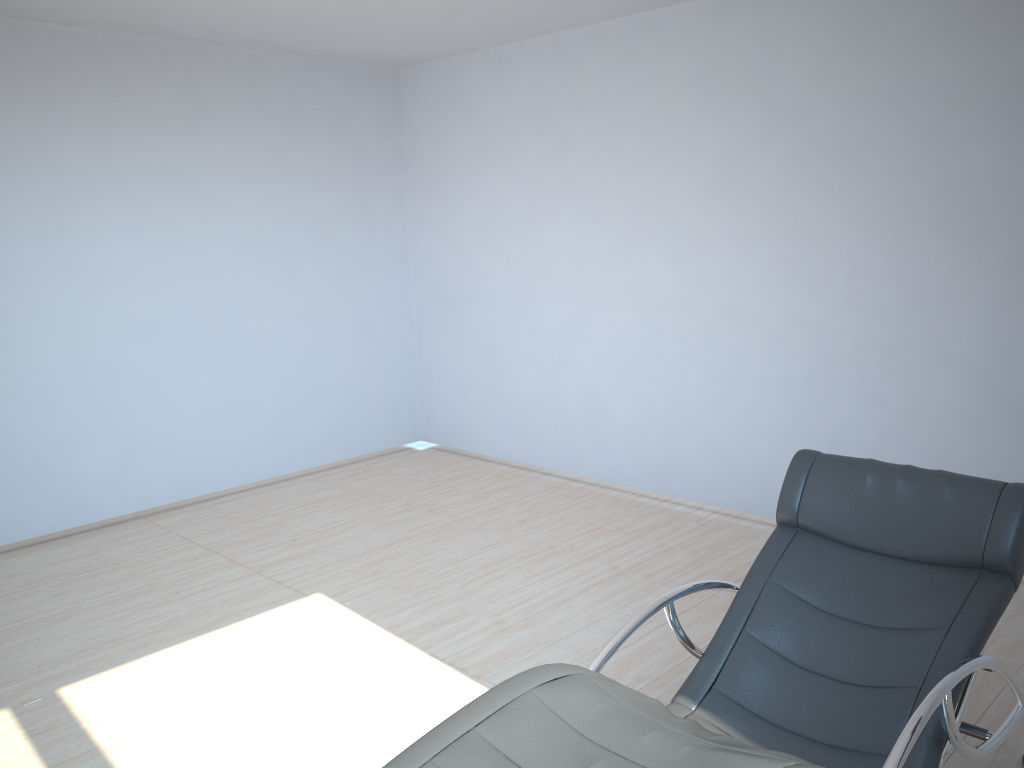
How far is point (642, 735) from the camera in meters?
1.8

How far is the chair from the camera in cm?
184

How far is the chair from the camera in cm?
184
